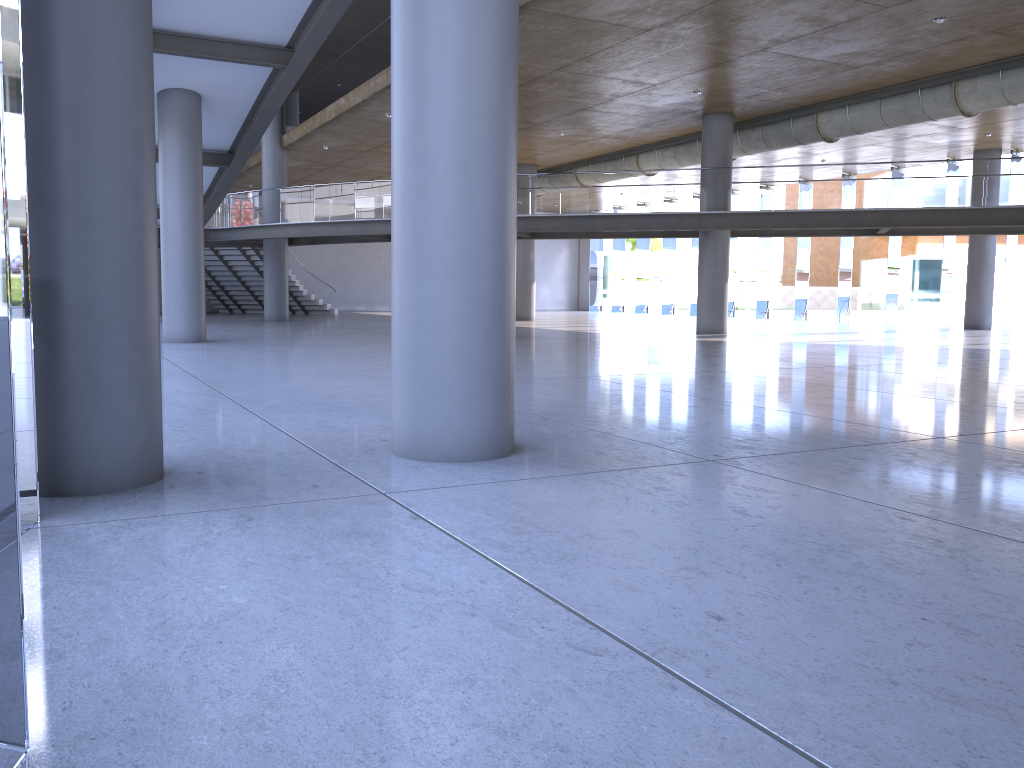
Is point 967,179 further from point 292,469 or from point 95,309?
point 95,309

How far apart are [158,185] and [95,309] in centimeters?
1965cm

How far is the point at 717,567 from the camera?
3.4m

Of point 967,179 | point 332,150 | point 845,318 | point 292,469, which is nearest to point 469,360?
point 292,469
